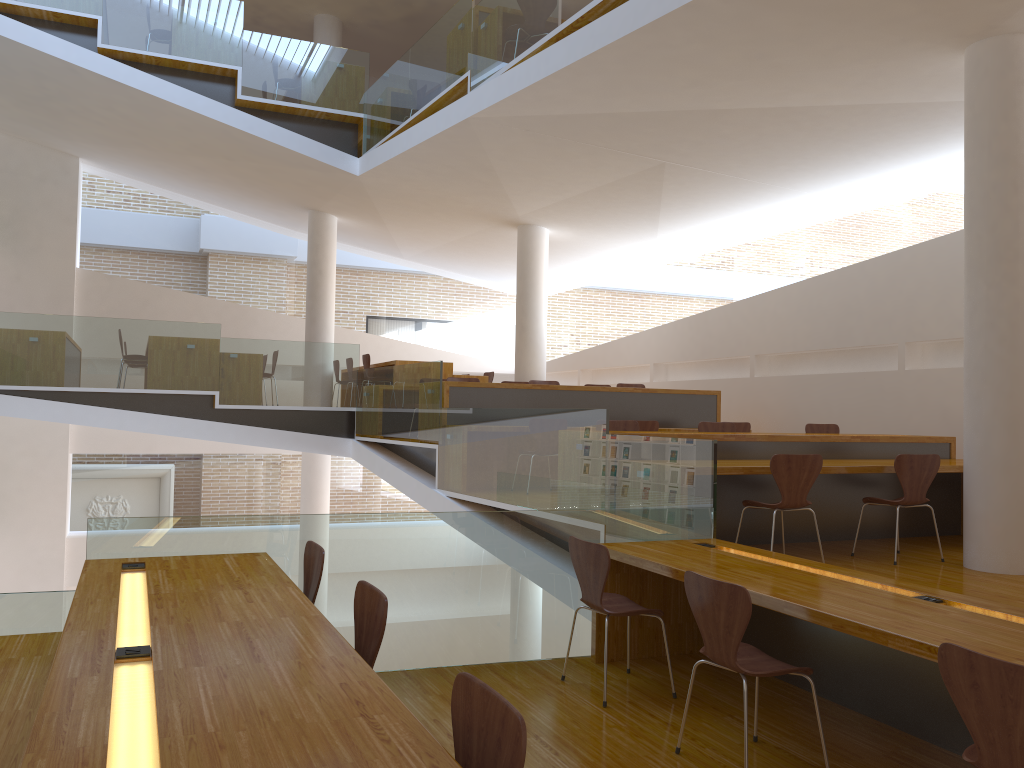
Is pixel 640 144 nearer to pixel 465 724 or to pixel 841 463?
pixel 841 463

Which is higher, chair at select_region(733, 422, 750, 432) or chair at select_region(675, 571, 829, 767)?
chair at select_region(733, 422, 750, 432)

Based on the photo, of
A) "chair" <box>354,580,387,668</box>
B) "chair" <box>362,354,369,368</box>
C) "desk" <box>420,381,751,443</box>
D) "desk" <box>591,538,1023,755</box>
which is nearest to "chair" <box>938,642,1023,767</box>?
"desk" <box>591,538,1023,755</box>

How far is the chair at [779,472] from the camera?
5.22m

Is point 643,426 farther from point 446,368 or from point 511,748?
point 511,748

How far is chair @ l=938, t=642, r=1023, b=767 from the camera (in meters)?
2.13

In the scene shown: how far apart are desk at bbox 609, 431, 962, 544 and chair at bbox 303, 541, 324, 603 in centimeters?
259cm

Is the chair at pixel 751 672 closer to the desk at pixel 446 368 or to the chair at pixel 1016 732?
the chair at pixel 1016 732

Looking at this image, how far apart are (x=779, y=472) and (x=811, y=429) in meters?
3.0 m

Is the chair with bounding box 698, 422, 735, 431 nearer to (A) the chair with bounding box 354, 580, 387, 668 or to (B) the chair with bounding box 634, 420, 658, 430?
(B) the chair with bounding box 634, 420, 658, 430
